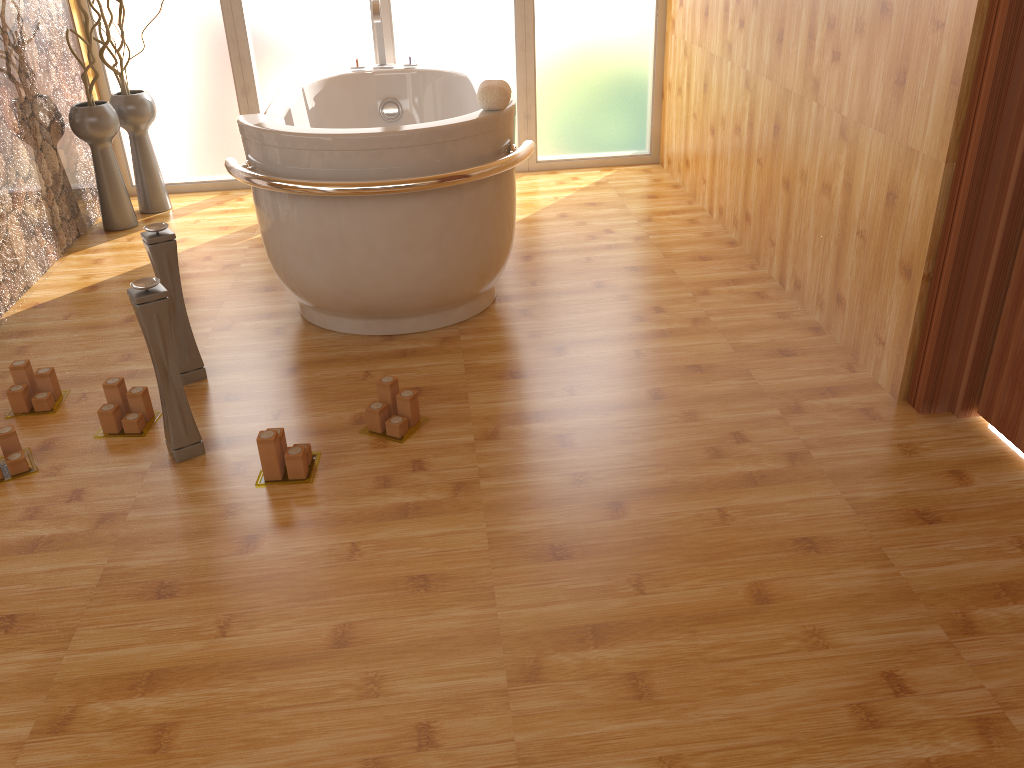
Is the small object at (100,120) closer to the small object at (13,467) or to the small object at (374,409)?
the small object at (13,467)

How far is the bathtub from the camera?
2.5m

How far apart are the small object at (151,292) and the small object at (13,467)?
0.3 meters

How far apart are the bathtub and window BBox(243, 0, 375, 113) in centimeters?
32cm

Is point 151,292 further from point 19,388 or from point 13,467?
point 19,388

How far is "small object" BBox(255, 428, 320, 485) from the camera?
2.15m

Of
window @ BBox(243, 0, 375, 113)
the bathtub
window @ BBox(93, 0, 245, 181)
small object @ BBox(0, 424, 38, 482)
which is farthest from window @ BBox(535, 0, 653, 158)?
small object @ BBox(0, 424, 38, 482)

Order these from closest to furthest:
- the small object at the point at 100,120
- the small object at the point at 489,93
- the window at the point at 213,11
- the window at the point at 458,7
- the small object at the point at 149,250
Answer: the small object at the point at 149,250
the small object at the point at 489,93
the small object at the point at 100,120
the window at the point at 213,11
the window at the point at 458,7

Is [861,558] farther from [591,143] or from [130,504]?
[591,143]

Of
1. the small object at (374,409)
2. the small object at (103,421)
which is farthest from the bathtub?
the small object at (103,421)
